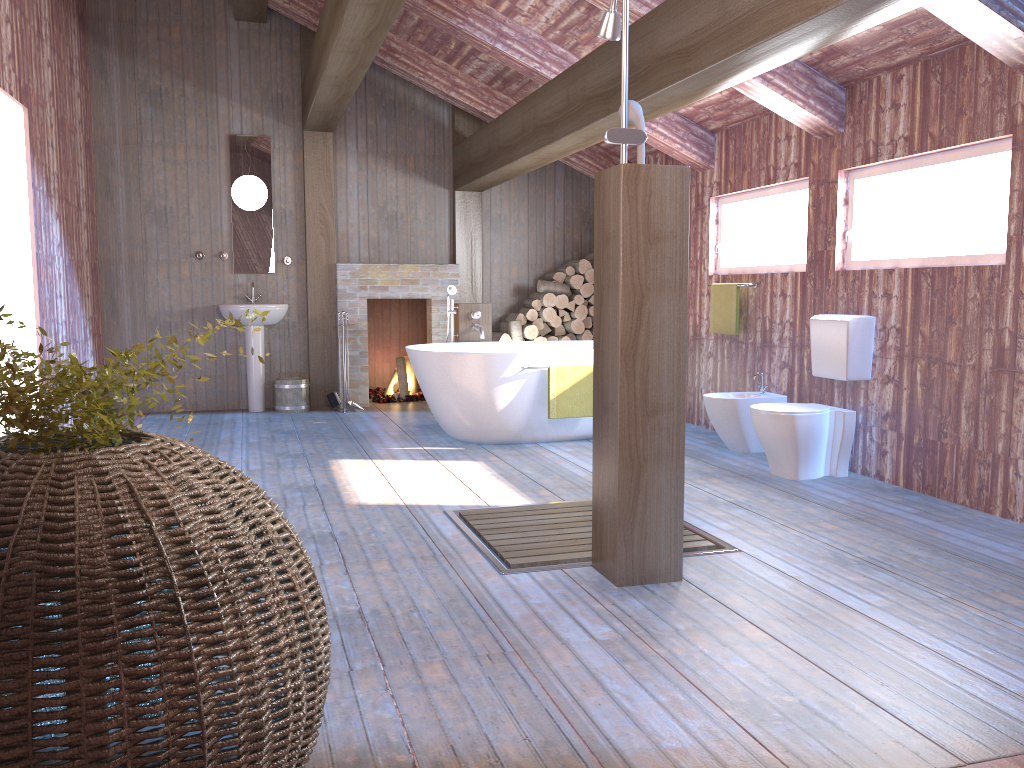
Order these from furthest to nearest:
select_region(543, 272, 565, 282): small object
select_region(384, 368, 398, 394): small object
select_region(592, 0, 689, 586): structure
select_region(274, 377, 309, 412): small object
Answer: select_region(384, 368, 398, 394): small object
select_region(543, 272, 565, 282): small object
select_region(274, 377, 309, 412): small object
select_region(592, 0, 689, 586): structure

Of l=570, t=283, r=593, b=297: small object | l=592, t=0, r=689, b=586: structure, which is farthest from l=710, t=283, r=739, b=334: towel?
l=592, t=0, r=689, b=586: structure

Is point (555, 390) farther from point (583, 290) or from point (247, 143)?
point (247, 143)

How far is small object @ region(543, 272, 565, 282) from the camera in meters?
8.4 m

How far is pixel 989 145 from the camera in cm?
419

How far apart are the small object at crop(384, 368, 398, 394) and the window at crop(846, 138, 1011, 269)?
4.73m

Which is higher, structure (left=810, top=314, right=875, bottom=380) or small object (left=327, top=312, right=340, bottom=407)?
structure (left=810, top=314, right=875, bottom=380)

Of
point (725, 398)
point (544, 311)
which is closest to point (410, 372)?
point (544, 311)

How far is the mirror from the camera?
7.8m

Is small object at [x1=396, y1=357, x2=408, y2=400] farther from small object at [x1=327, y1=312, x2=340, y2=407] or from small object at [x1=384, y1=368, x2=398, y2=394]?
small object at [x1=327, y1=312, x2=340, y2=407]
